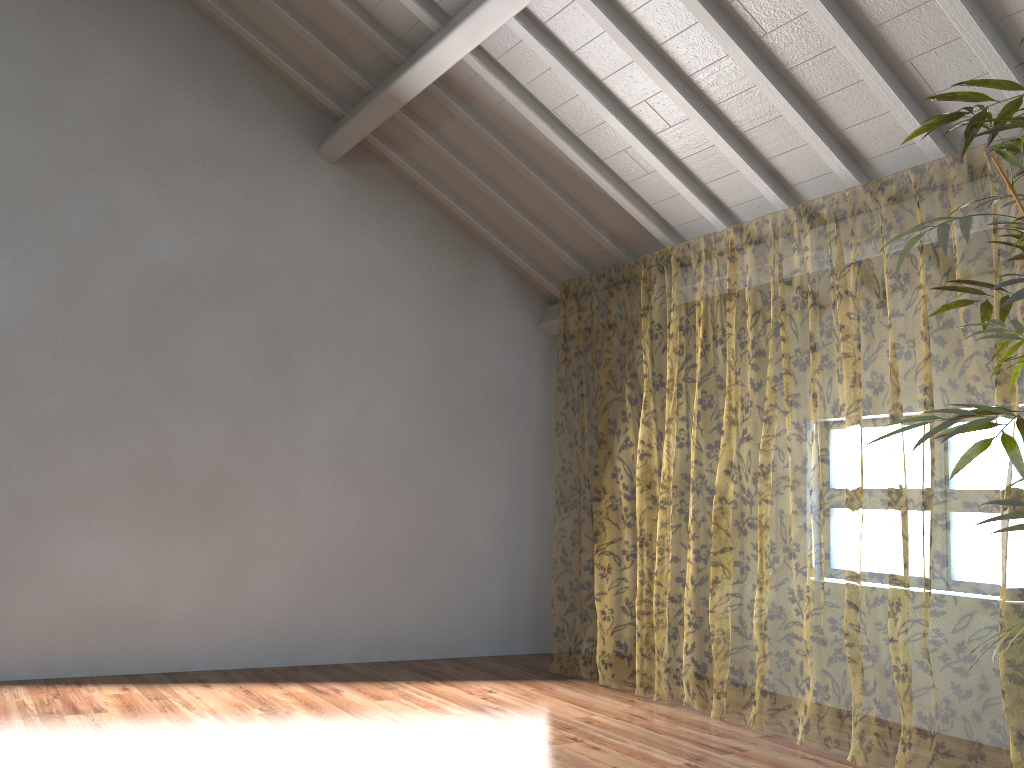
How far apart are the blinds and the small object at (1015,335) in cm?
104

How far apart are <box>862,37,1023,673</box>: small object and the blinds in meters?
1.0

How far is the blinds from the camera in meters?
10.7

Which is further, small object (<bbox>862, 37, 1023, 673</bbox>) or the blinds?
the blinds

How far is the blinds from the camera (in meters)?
10.65

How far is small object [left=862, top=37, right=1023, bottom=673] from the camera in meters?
2.1 m
